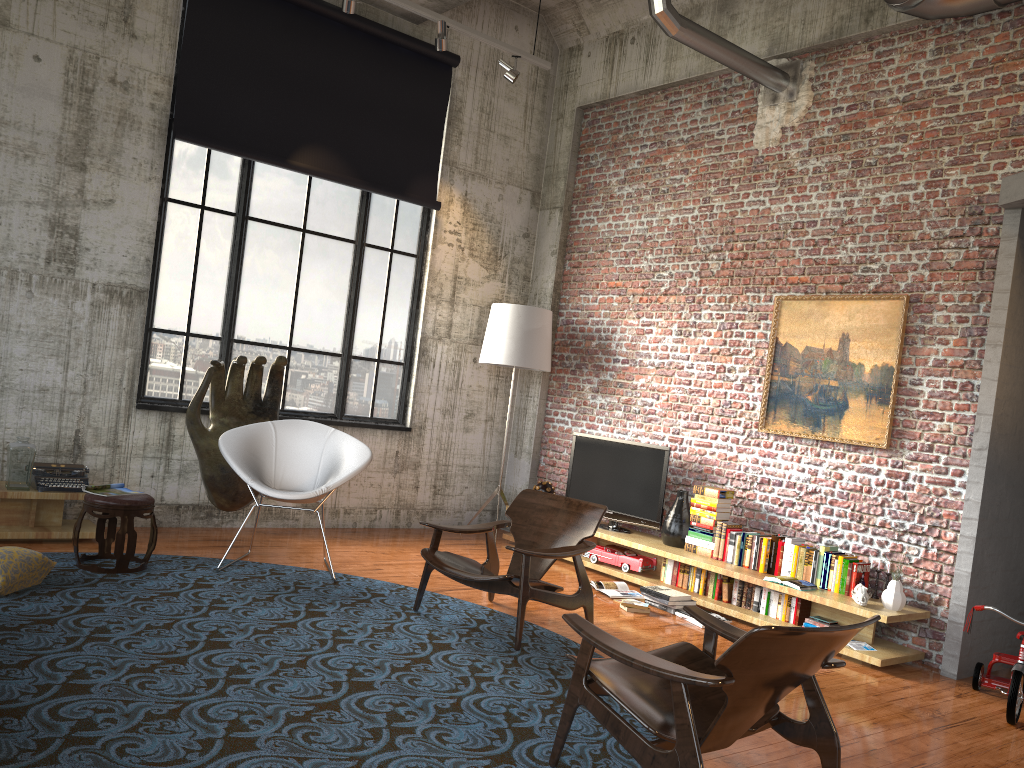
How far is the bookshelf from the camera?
5.5m

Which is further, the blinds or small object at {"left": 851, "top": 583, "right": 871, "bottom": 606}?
the blinds

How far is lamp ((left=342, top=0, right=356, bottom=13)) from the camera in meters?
6.6 m

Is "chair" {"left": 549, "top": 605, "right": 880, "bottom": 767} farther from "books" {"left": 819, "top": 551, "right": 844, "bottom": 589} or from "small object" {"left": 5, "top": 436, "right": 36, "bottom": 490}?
"small object" {"left": 5, "top": 436, "right": 36, "bottom": 490}

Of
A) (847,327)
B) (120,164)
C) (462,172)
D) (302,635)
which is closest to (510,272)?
(462,172)

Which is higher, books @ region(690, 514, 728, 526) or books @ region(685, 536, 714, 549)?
books @ region(690, 514, 728, 526)

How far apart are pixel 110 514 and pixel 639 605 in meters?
3.5 m

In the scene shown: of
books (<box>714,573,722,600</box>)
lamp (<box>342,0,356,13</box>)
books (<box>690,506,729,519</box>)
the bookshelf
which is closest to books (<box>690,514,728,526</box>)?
books (<box>690,506,729,519</box>)

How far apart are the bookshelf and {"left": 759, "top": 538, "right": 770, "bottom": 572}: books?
0.1m

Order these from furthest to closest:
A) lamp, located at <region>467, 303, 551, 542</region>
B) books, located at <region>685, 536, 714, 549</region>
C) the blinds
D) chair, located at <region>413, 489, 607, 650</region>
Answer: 1. lamp, located at <region>467, 303, 551, 542</region>
2. the blinds
3. books, located at <region>685, 536, 714, 549</region>
4. chair, located at <region>413, 489, 607, 650</region>
